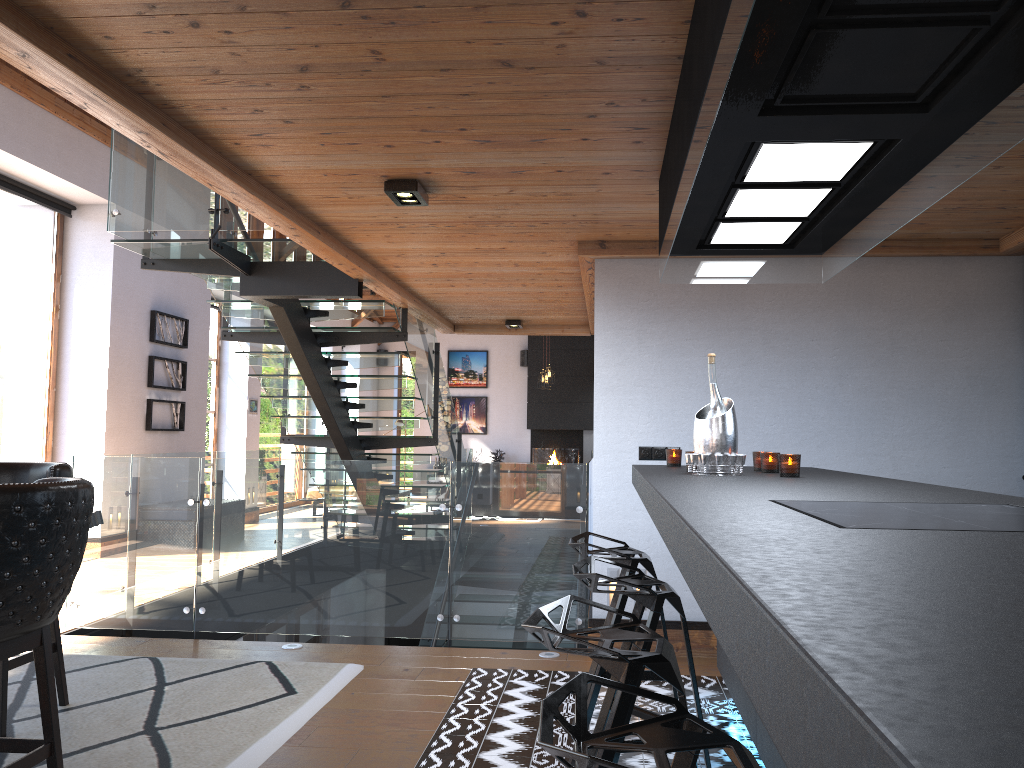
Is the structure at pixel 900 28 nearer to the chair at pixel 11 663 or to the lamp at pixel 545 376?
the chair at pixel 11 663

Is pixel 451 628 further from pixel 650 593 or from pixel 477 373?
pixel 477 373

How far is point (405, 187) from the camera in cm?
396

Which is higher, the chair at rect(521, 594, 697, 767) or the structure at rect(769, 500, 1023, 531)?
the structure at rect(769, 500, 1023, 531)

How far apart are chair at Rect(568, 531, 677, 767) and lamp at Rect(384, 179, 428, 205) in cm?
168

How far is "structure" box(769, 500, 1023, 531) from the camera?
1.4 meters

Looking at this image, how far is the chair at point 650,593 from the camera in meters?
2.6 m

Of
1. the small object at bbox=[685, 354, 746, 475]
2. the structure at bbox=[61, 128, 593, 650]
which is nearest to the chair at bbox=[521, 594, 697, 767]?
the small object at bbox=[685, 354, 746, 475]

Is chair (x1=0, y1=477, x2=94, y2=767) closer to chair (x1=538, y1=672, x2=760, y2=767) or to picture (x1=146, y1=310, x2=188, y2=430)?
chair (x1=538, y1=672, x2=760, y2=767)

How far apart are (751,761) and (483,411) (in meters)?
17.79
